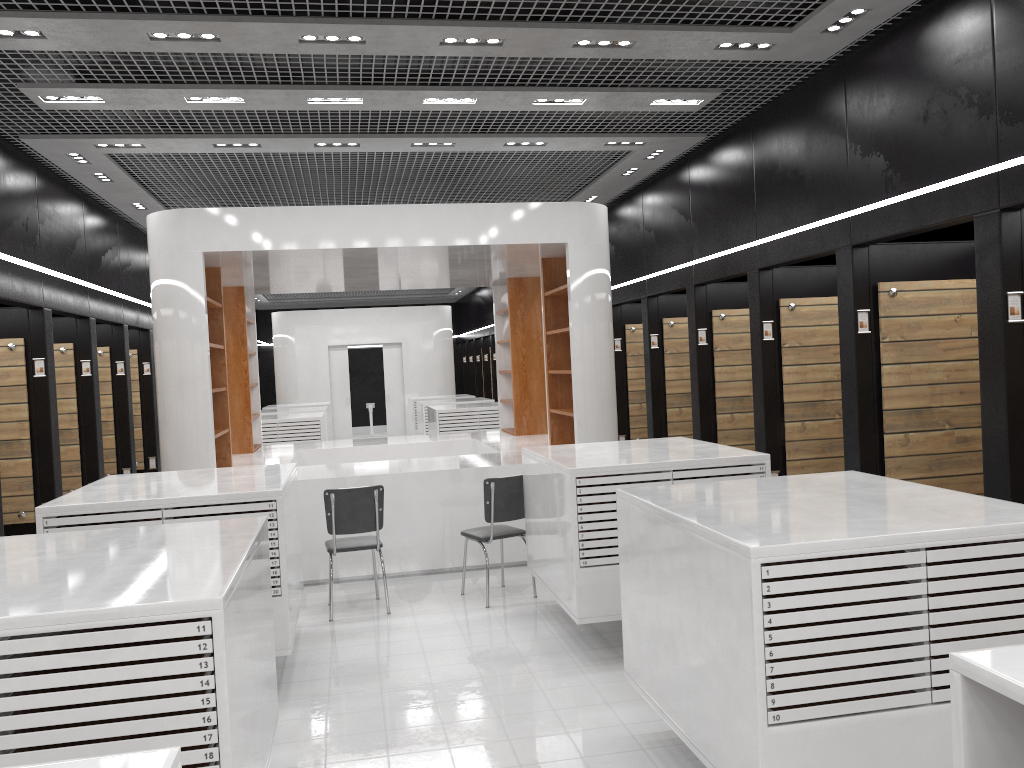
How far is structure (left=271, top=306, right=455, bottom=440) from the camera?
20.61m

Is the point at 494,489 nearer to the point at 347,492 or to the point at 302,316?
the point at 347,492

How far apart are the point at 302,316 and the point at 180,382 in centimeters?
1325cm

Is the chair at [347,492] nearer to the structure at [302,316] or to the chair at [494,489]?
the chair at [494,489]

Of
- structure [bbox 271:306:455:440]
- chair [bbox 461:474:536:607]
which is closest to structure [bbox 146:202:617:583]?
chair [bbox 461:474:536:607]

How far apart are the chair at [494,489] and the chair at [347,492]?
0.7 meters

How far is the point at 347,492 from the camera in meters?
6.6 m

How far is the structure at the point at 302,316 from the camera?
20.6 meters

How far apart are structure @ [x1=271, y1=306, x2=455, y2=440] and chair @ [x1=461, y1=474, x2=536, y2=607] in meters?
14.1 m

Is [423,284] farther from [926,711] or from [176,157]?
[926,711]
